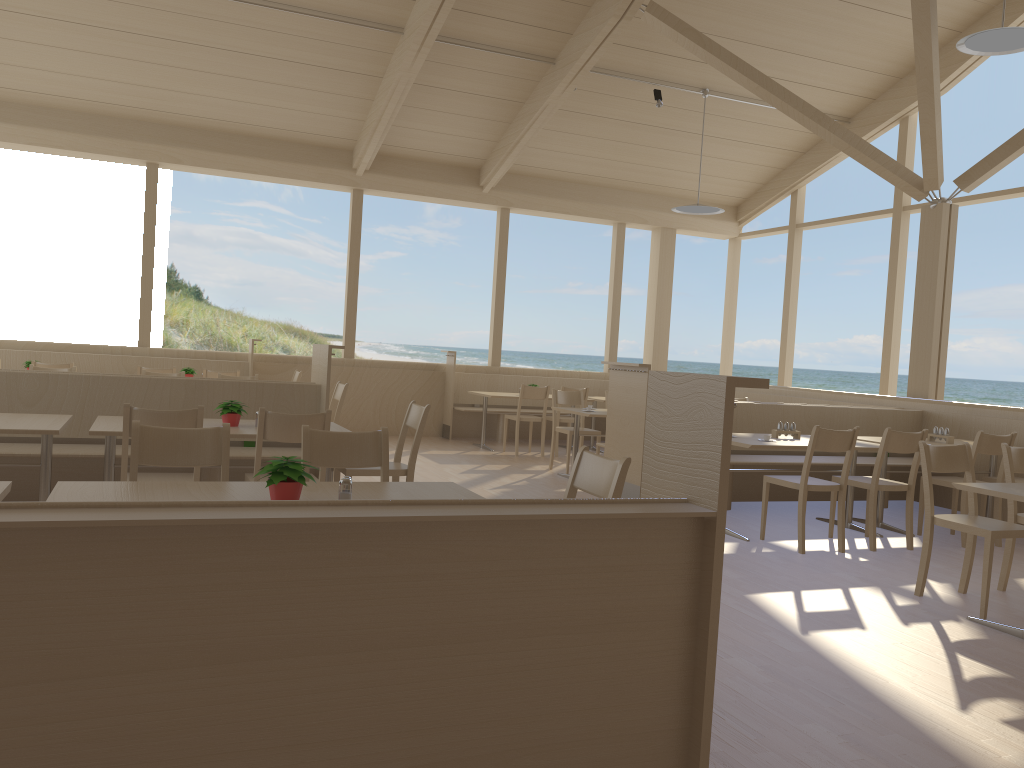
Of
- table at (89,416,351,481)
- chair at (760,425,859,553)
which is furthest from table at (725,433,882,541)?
table at (89,416,351,481)

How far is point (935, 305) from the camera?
8.19m

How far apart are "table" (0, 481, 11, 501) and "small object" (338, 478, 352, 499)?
0.96m

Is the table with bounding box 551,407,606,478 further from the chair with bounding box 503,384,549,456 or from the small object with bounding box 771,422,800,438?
the small object with bounding box 771,422,800,438

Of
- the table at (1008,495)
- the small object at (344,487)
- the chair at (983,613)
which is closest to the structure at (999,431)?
the chair at (983,613)

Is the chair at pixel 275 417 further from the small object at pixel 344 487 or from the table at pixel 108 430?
the small object at pixel 344 487

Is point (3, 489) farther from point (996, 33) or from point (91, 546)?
point (996, 33)

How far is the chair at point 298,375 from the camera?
9.3m

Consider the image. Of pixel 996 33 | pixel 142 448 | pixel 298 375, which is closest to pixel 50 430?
pixel 142 448

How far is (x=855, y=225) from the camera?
37.30m
